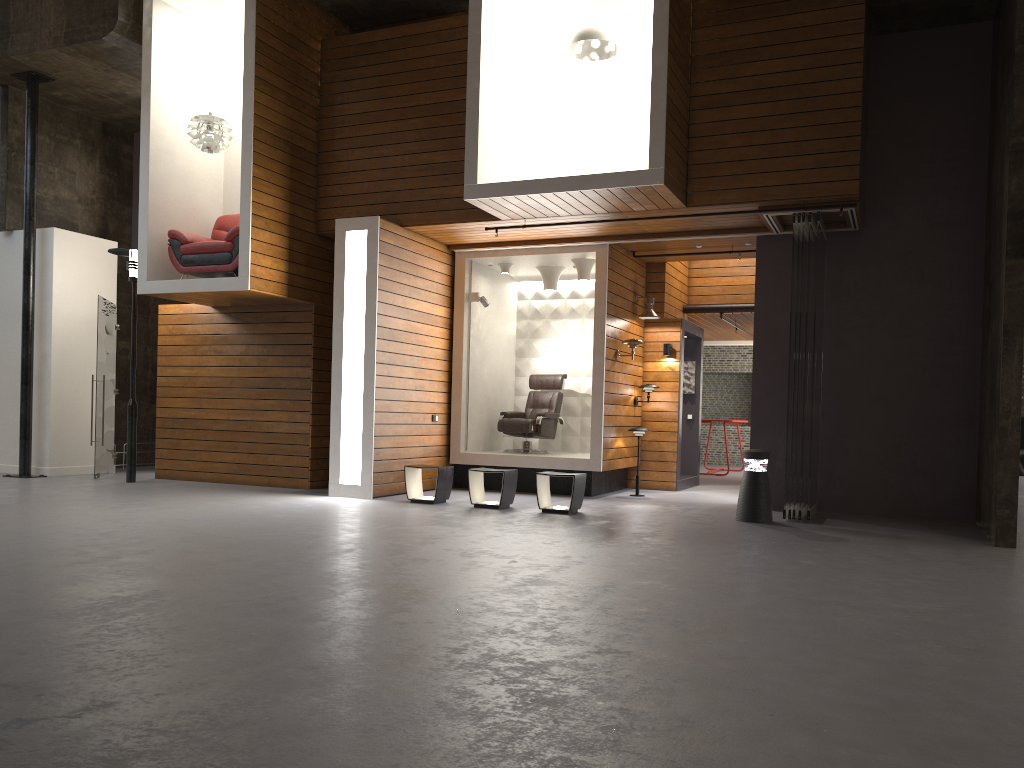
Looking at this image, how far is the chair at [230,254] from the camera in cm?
987

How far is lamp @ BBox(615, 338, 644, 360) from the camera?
10.7m

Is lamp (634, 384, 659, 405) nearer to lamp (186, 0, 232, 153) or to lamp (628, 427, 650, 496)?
lamp (628, 427, 650, 496)

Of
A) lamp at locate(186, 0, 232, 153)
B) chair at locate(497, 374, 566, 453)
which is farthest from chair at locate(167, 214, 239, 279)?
chair at locate(497, 374, 566, 453)

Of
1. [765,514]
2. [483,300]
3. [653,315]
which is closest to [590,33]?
[483,300]

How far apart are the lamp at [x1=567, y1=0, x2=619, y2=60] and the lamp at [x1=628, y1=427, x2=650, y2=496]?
4.3m

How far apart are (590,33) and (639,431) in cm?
460

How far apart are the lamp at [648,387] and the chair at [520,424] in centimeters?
114cm

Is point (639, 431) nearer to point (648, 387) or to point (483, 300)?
point (648, 387)

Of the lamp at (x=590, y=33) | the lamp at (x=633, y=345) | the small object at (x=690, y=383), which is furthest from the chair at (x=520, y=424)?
the lamp at (x=590, y=33)
